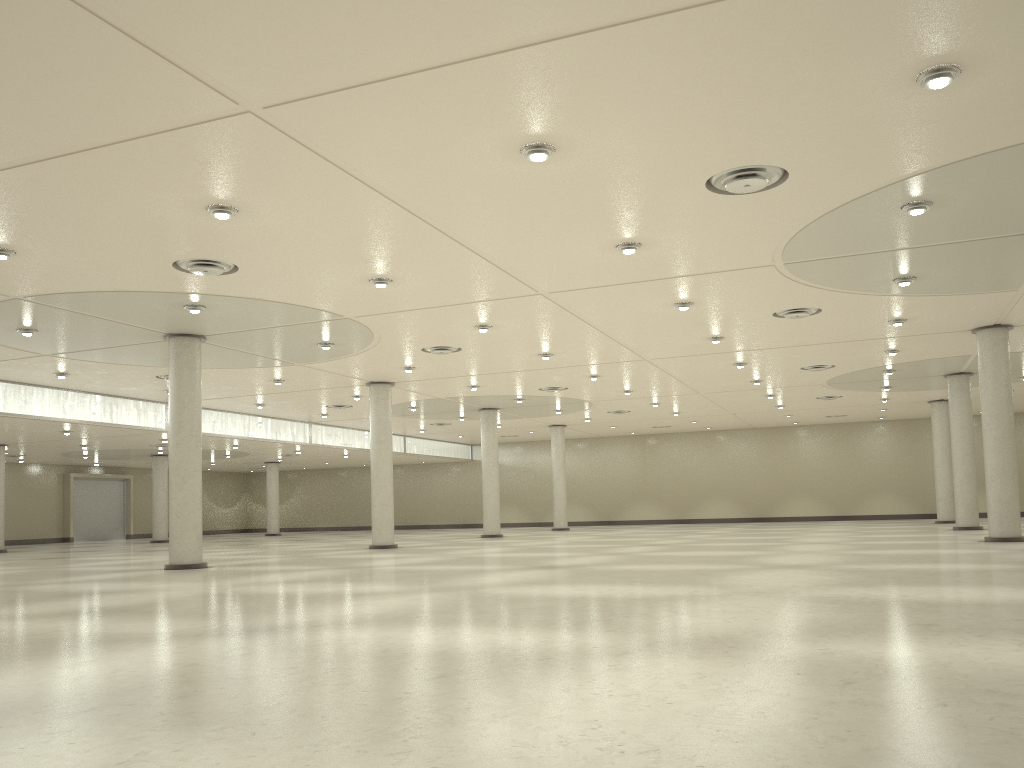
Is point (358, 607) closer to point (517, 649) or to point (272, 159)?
point (517, 649)

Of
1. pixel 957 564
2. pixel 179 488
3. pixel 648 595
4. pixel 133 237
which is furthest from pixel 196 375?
pixel 957 564
